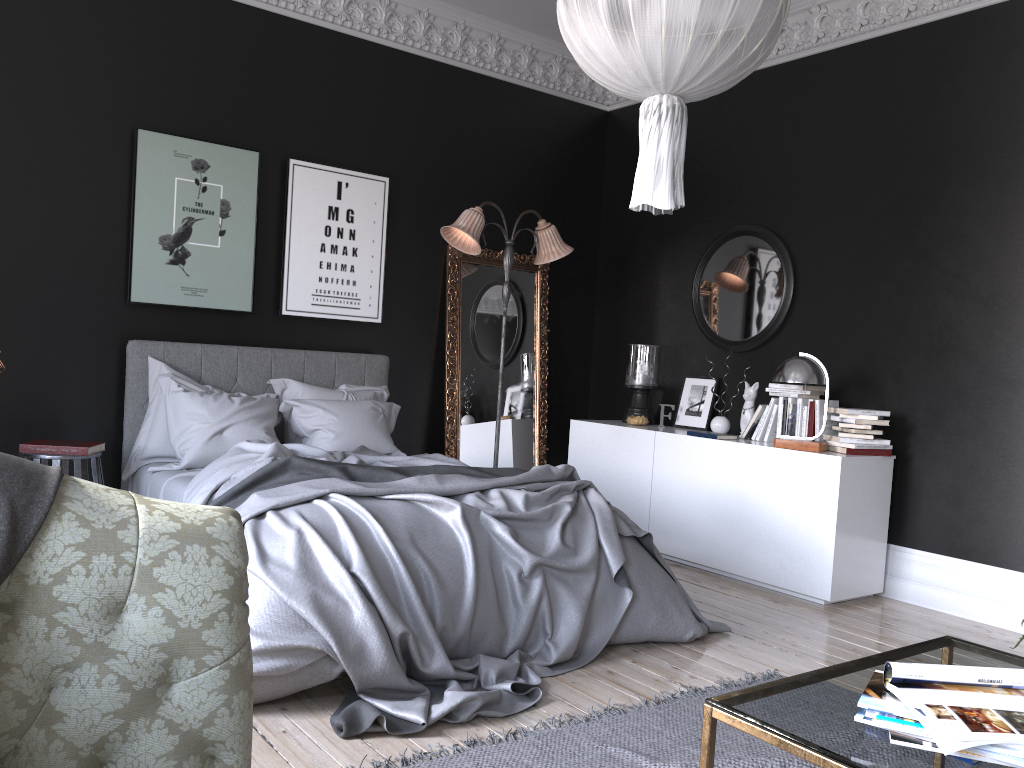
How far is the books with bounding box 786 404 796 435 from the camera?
5.7m

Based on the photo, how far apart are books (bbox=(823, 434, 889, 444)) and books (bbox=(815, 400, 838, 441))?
0.18m

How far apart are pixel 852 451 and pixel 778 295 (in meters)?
1.39

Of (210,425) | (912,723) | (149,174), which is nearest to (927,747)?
(912,723)

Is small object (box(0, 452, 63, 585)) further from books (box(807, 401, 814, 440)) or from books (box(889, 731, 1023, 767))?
books (box(807, 401, 814, 440))

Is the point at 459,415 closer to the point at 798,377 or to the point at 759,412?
the point at 759,412

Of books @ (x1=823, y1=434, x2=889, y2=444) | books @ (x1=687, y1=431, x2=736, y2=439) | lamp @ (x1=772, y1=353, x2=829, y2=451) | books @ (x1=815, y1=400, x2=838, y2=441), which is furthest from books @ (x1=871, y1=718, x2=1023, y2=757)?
books @ (x1=687, y1=431, x2=736, y2=439)

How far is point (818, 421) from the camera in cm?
554

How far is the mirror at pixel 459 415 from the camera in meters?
6.8 m

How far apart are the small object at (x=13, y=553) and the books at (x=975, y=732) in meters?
1.7 m
